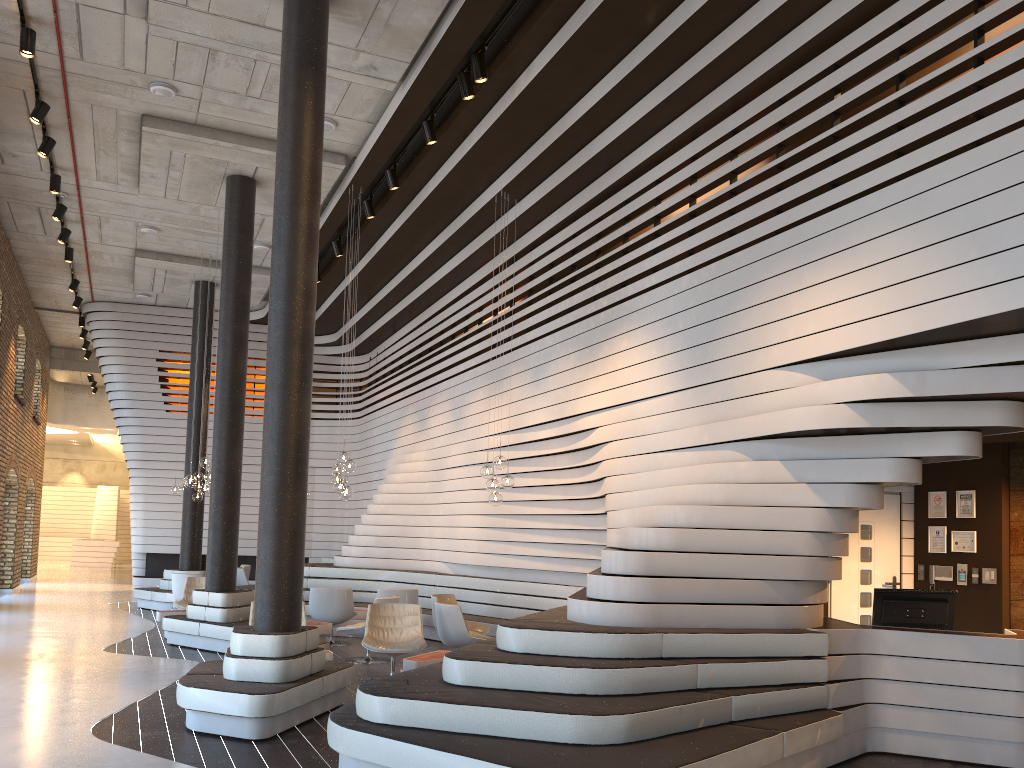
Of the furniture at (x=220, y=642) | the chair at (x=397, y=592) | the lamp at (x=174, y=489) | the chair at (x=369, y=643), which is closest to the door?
the chair at (x=369, y=643)

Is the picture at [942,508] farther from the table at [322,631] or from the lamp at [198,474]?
the lamp at [198,474]

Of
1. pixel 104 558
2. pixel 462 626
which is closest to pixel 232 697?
pixel 462 626

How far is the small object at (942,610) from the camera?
6.7 meters

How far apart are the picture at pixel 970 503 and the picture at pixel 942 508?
0.18m

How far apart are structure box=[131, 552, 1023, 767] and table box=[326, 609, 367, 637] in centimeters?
89cm

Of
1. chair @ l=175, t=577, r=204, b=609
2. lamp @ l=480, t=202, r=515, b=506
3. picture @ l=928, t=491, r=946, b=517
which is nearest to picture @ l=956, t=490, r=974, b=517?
picture @ l=928, t=491, r=946, b=517

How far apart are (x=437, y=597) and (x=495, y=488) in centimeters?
158cm

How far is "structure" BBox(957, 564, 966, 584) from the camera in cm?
836

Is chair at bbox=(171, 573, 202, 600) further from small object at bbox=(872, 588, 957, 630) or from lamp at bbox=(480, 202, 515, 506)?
small object at bbox=(872, 588, 957, 630)
